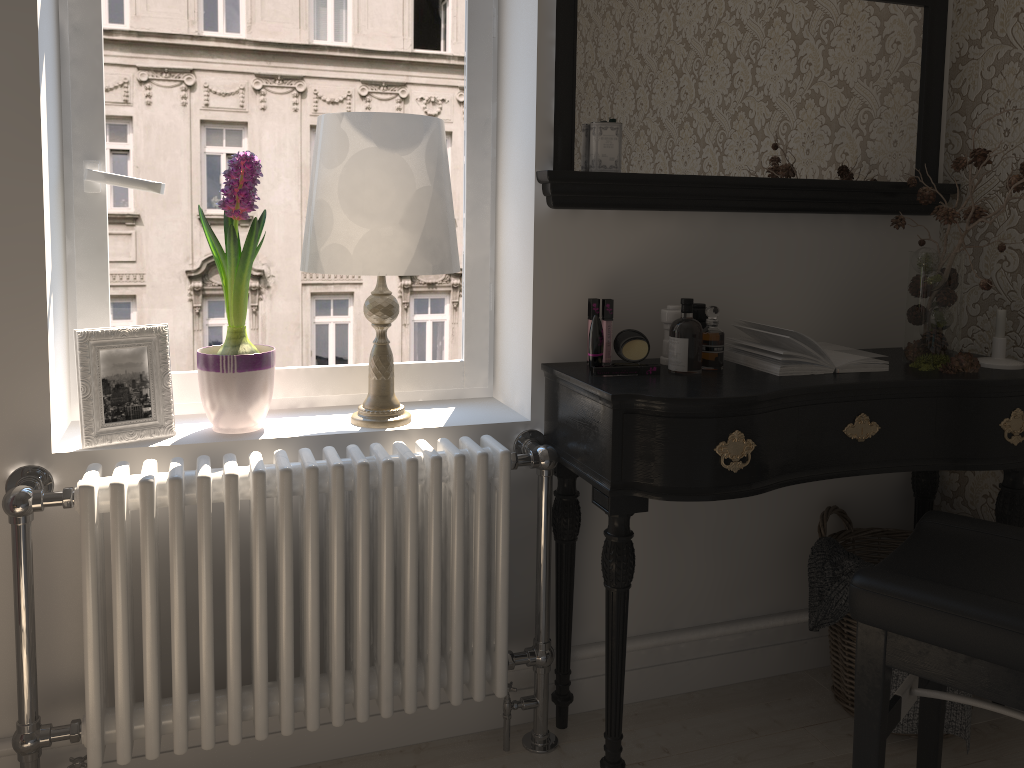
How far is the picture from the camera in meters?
1.7 m

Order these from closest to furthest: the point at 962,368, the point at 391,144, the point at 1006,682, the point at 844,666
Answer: the point at 1006,682 → the point at 391,144 → the point at 962,368 → the point at 844,666

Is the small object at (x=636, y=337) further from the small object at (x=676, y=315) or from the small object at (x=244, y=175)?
the small object at (x=244, y=175)

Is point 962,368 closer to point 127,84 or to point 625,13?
point 625,13

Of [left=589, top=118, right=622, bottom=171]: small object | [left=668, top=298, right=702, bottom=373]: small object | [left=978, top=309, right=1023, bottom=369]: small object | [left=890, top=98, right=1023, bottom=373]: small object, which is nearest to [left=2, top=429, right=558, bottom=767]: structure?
[left=668, top=298, right=702, bottom=373]: small object

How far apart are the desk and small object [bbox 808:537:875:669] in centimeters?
27cm

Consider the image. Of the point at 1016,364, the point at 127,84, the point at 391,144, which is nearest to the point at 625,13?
the point at 391,144

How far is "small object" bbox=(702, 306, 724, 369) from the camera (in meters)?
1.89

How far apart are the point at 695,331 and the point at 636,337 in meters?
0.1 m

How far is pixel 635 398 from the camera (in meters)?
1.64
